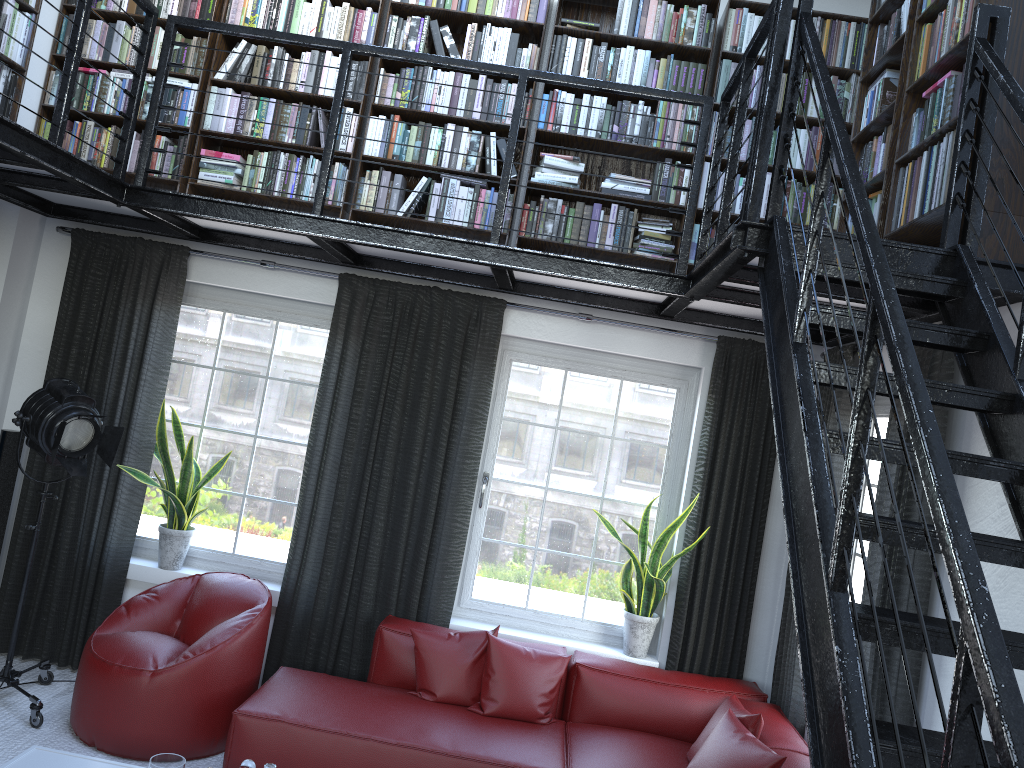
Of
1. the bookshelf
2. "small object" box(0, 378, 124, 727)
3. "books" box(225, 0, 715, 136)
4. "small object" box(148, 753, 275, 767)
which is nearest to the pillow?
"small object" box(148, 753, 275, 767)

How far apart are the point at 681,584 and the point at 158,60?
4.0m

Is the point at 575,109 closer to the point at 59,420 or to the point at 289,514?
the point at 289,514

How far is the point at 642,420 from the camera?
5.01m

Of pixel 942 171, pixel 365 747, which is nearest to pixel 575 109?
pixel 942 171

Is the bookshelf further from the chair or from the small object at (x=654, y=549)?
the chair

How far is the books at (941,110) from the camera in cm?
311

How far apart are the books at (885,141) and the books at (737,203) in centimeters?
61cm

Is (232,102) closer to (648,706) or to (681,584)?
(681,584)

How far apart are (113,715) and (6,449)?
1.7 meters
